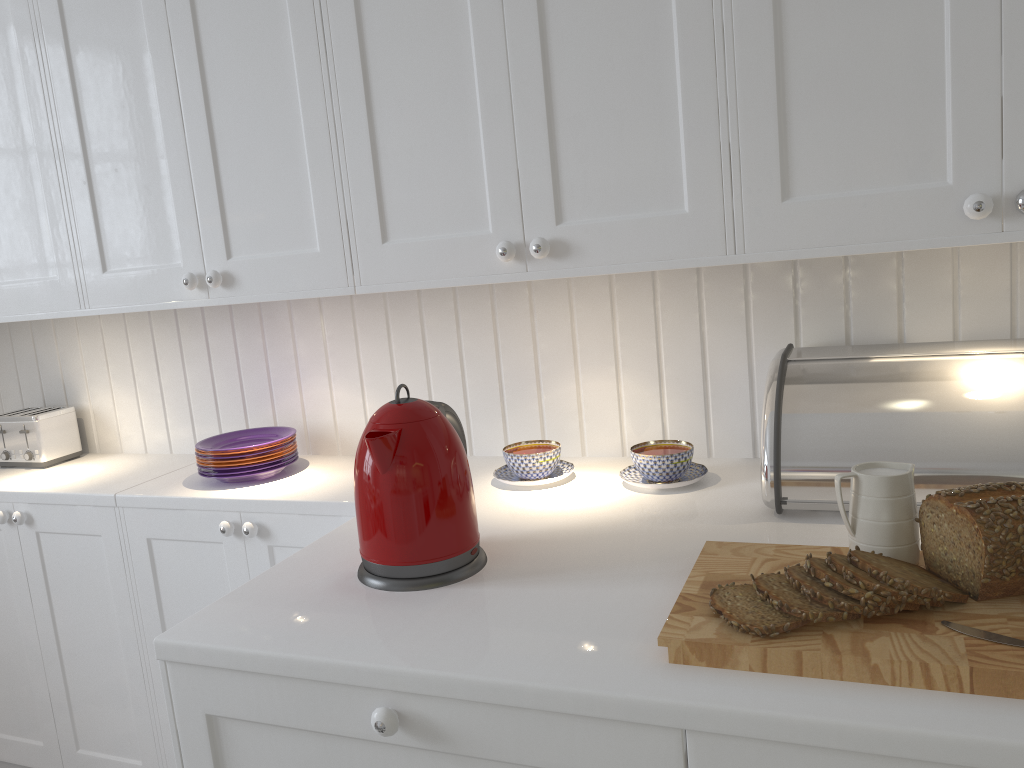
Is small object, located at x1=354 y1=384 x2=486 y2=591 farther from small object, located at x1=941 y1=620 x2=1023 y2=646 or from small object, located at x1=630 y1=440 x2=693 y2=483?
small object, located at x1=941 y1=620 x2=1023 y2=646

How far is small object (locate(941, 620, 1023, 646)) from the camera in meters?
0.9 m

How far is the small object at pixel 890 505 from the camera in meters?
1.1 m

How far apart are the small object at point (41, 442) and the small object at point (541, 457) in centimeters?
130cm

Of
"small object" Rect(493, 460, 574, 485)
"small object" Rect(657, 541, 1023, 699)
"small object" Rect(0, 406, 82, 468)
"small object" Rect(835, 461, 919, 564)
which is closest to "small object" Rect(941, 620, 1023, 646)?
"small object" Rect(657, 541, 1023, 699)

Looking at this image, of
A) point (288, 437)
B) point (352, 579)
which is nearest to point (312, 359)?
point (288, 437)

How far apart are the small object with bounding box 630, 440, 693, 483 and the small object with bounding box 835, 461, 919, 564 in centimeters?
48cm

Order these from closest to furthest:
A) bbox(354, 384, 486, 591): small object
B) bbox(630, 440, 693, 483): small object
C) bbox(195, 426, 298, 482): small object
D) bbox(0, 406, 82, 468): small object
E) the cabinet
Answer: the cabinet, bbox(354, 384, 486, 591): small object, bbox(630, 440, 693, 483): small object, bbox(195, 426, 298, 482): small object, bbox(0, 406, 82, 468): small object

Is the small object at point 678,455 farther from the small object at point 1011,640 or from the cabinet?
the small object at point 1011,640

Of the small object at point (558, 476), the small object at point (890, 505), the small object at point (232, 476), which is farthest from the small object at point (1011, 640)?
the small object at point (232, 476)
